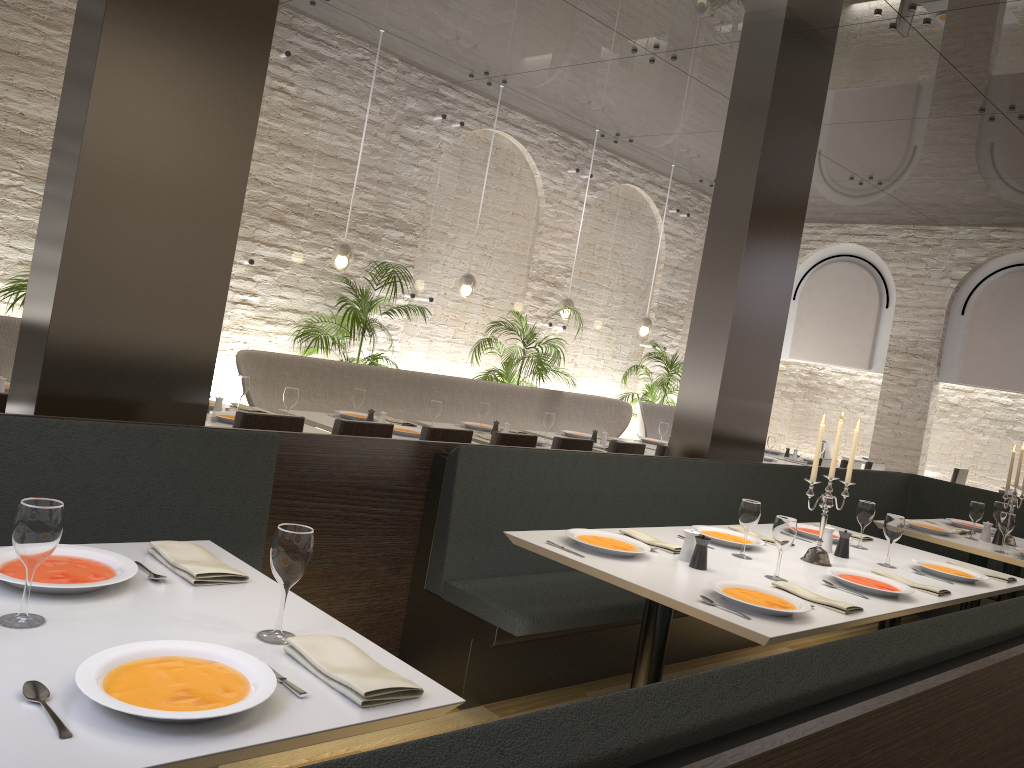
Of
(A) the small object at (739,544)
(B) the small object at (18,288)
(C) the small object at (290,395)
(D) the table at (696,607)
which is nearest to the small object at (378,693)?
(D) the table at (696,607)

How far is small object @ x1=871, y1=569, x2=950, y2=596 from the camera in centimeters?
351cm

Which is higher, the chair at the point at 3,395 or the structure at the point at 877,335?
the structure at the point at 877,335

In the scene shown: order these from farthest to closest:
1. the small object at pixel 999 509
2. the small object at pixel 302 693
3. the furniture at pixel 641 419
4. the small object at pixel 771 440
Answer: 1. the furniture at pixel 641 419
2. the small object at pixel 771 440
3. the small object at pixel 999 509
4. the small object at pixel 302 693

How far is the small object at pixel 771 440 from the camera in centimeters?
915cm

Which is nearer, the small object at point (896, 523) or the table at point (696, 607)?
the table at point (696, 607)

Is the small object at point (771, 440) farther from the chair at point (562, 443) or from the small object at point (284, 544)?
the small object at point (284, 544)

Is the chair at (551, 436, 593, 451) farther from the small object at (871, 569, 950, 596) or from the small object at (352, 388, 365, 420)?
the small object at (871, 569, 950, 596)

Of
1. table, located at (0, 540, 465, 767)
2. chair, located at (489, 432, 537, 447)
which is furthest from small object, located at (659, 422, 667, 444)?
table, located at (0, 540, 465, 767)

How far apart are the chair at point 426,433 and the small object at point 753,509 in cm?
205
